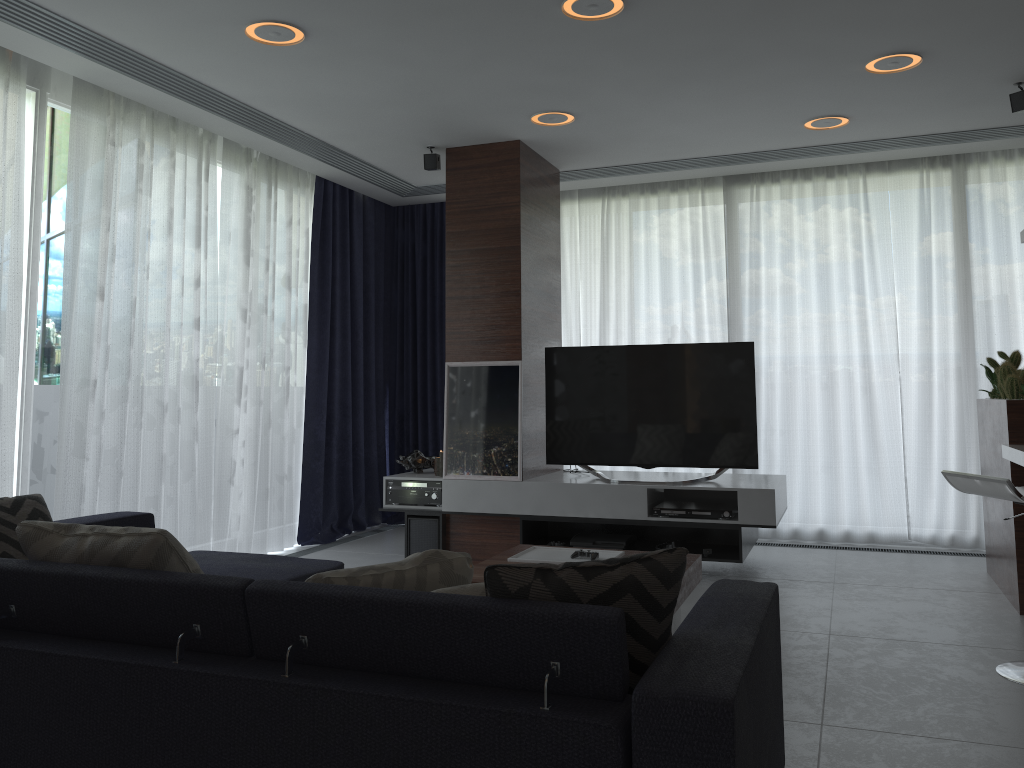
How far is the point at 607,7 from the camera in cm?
344

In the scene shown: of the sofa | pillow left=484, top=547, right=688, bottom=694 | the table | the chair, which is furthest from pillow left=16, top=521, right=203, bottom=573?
the chair

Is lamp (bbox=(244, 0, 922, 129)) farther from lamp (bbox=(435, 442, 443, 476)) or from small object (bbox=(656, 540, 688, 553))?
small object (bbox=(656, 540, 688, 553))

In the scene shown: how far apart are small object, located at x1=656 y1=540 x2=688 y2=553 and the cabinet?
1.6 meters

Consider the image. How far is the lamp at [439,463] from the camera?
5.5 meters

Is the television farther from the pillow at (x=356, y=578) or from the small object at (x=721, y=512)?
the pillow at (x=356, y=578)

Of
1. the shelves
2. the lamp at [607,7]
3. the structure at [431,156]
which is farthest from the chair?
the structure at [431,156]

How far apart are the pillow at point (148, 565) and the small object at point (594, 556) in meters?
1.8

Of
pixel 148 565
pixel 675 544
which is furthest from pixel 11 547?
pixel 675 544

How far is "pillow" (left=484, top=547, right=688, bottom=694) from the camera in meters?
1.8 m
